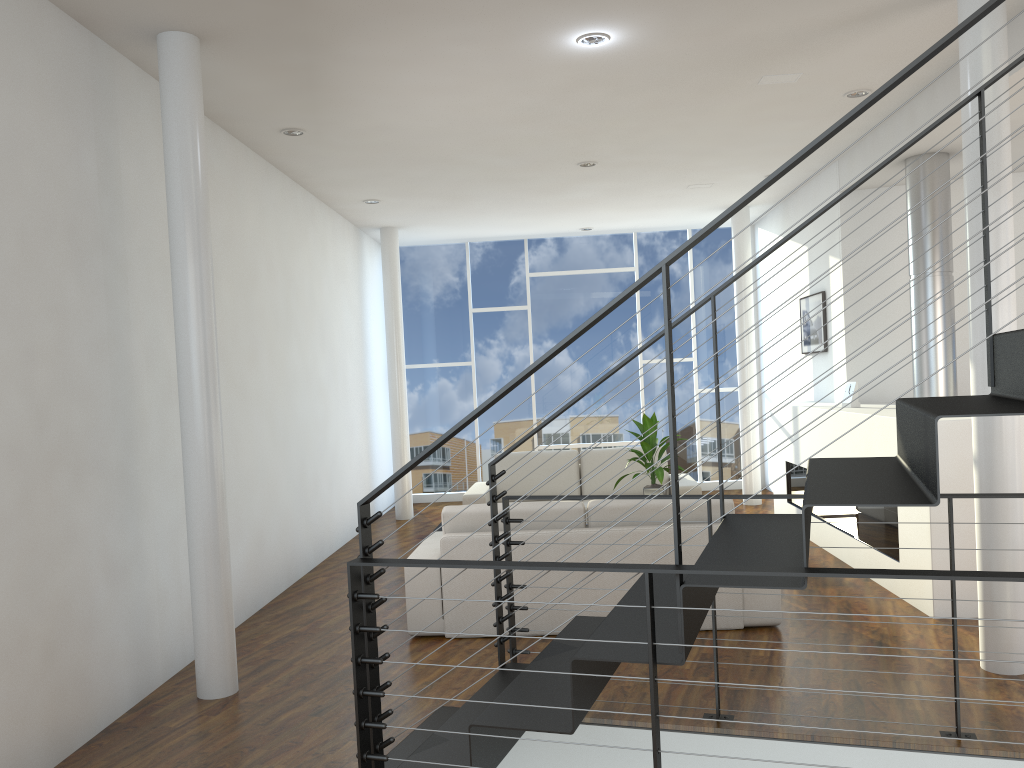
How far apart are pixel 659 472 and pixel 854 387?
1.3m

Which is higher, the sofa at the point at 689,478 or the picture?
the picture

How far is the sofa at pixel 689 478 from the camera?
6.3 meters

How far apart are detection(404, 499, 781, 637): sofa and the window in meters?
3.8 m

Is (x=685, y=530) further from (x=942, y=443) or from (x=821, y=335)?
(x=821, y=335)

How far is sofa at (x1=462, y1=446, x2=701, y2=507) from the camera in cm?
626

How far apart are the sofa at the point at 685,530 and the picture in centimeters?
272cm

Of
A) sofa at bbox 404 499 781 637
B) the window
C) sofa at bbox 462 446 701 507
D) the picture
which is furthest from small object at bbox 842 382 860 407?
the window

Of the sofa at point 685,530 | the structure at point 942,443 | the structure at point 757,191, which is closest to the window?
the structure at point 942,443

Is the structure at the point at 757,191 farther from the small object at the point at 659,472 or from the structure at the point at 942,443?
the small object at the point at 659,472
